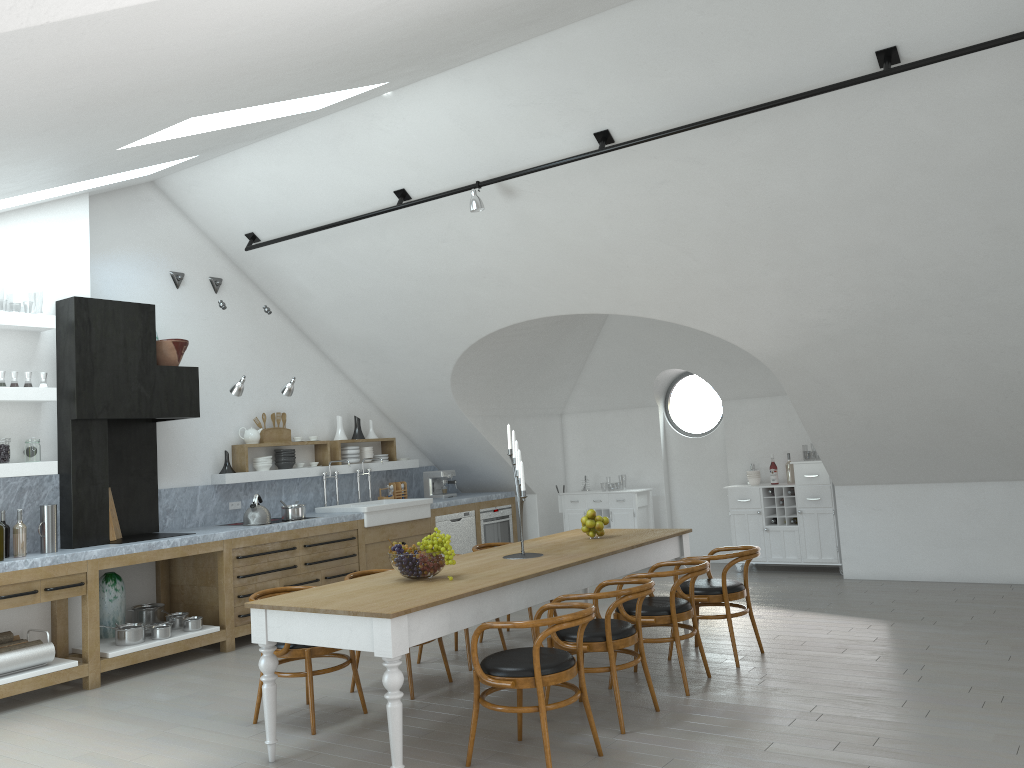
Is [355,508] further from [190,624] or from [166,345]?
[166,345]

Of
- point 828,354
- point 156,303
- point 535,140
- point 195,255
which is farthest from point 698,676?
point 195,255

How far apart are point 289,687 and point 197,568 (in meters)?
2.07

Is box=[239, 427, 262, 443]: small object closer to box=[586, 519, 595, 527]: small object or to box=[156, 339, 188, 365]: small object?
box=[156, 339, 188, 365]: small object

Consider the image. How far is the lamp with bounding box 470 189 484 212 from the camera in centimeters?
662cm

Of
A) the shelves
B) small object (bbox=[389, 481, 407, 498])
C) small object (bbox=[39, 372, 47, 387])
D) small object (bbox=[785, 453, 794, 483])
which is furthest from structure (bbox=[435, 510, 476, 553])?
small object (bbox=[39, 372, 47, 387])

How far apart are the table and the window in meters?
4.0

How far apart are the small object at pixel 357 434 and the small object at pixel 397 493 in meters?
0.8 m

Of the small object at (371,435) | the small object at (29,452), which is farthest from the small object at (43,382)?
the small object at (371,435)

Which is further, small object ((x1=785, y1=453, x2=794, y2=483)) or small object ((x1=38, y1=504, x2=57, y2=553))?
small object ((x1=785, y1=453, x2=794, y2=483))
